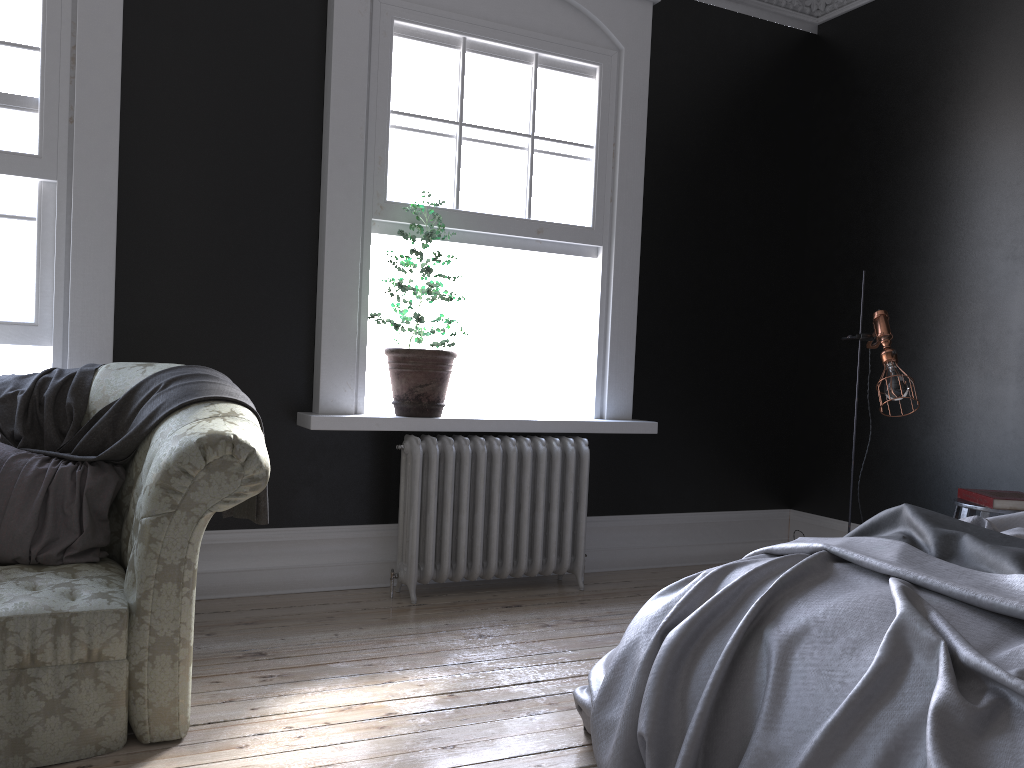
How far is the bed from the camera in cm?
179

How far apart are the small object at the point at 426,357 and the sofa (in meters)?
1.23

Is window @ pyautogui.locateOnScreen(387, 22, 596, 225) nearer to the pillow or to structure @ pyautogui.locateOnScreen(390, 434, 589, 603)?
structure @ pyautogui.locateOnScreen(390, 434, 589, 603)

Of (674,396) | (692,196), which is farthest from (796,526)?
(692,196)

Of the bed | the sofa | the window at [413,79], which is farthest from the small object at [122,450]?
the window at [413,79]

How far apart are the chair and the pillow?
3.5m

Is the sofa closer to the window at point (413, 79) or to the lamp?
the window at point (413, 79)

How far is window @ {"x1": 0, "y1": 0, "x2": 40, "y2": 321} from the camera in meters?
3.8

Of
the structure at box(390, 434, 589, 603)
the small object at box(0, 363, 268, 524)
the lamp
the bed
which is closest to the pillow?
the small object at box(0, 363, 268, 524)

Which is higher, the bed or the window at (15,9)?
the window at (15,9)
